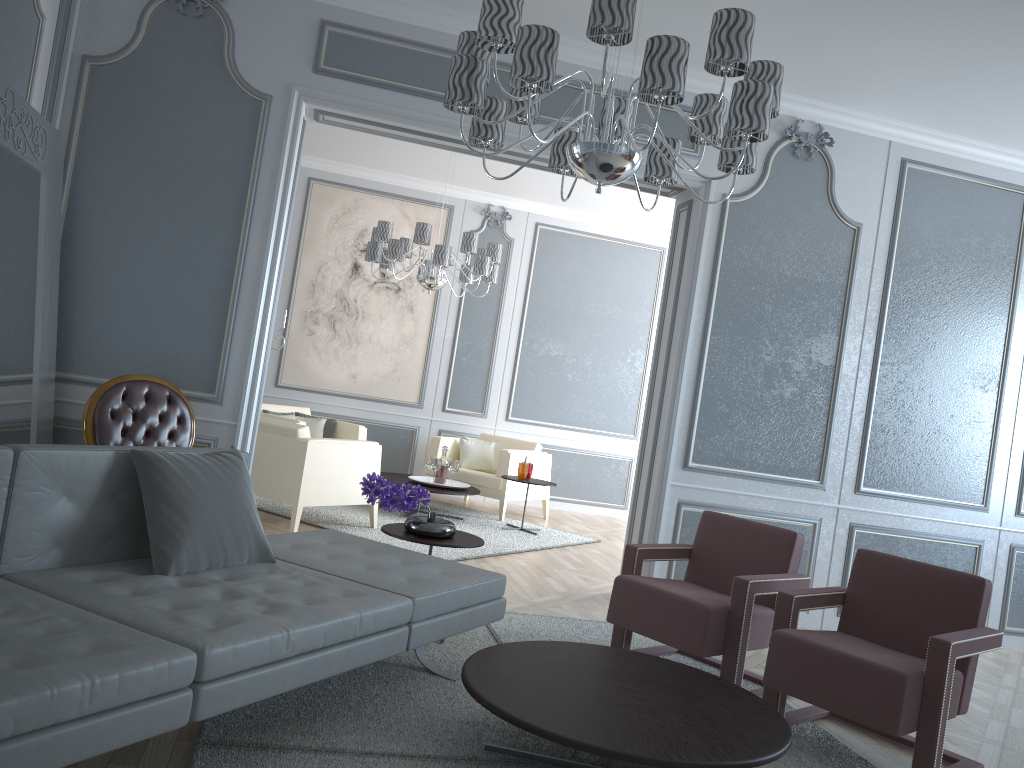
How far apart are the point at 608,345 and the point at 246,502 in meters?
5.9 m

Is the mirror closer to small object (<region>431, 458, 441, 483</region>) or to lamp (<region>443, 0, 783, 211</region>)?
lamp (<region>443, 0, 783, 211</region>)

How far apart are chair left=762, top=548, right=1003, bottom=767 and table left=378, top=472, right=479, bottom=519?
3.5m

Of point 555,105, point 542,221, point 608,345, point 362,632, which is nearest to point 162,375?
point 362,632

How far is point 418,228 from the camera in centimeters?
606cm

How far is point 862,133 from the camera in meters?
4.8

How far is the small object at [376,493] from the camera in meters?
3.4

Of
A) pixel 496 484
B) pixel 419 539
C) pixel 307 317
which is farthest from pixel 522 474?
pixel 419 539

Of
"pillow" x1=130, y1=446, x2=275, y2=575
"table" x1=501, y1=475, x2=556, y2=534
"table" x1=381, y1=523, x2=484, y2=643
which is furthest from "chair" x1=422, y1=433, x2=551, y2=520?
"pillow" x1=130, y1=446, x2=275, y2=575

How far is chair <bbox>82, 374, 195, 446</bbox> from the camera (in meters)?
3.58
